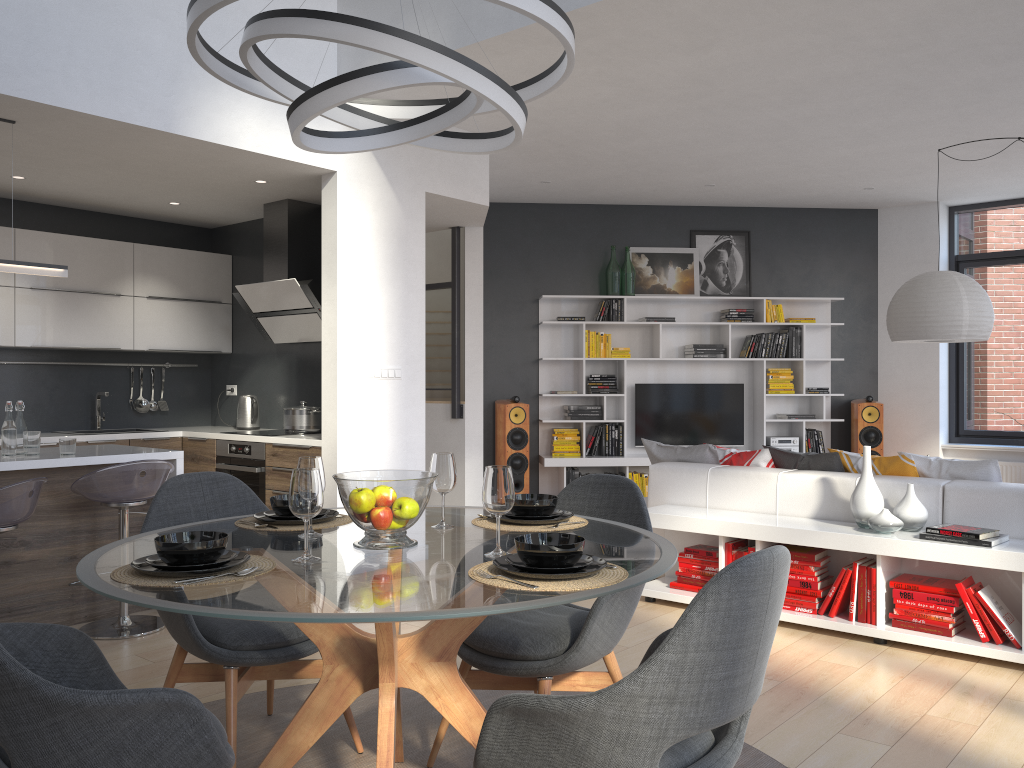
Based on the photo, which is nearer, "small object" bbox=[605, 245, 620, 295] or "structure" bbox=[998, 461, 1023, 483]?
"structure" bbox=[998, 461, 1023, 483]

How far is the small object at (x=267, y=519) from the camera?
2.6m

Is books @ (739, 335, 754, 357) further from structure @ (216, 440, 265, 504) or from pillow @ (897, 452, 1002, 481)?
structure @ (216, 440, 265, 504)

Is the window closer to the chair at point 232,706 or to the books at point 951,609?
the books at point 951,609

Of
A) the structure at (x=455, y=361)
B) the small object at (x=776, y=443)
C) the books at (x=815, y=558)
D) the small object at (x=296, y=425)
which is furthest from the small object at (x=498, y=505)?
the small object at (x=776, y=443)

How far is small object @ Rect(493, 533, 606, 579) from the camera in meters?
1.9

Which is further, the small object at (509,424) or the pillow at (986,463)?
the small object at (509,424)

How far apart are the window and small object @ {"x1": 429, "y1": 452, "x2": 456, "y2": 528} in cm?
787

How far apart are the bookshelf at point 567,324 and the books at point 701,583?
3.6m

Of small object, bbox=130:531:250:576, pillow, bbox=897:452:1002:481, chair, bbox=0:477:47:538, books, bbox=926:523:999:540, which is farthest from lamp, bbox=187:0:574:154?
pillow, bbox=897:452:1002:481
